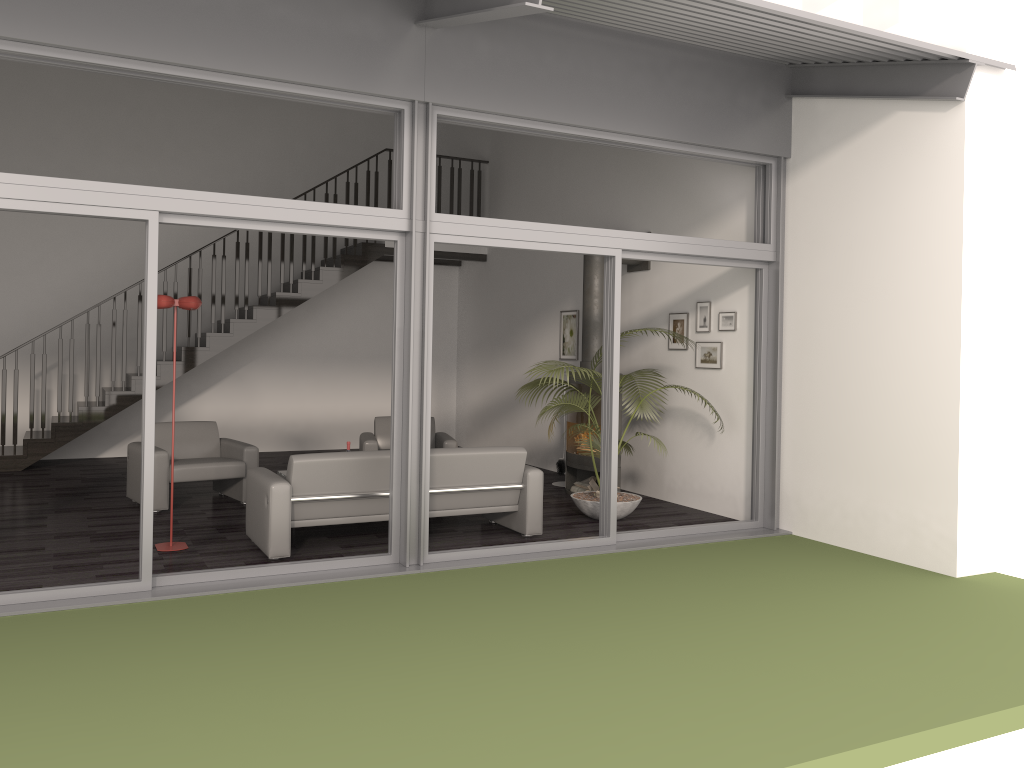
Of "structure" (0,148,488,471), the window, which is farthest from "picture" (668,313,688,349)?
"structure" (0,148,488,471)

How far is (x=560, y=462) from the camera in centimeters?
952cm

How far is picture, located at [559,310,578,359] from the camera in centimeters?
1024cm

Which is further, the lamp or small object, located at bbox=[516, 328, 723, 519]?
small object, located at bbox=[516, 328, 723, 519]

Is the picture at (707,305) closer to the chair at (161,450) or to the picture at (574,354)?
the picture at (574,354)

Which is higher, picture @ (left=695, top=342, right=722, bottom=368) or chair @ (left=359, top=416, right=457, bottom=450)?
picture @ (left=695, top=342, right=722, bottom=368)

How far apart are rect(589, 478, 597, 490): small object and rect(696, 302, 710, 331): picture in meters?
1.9

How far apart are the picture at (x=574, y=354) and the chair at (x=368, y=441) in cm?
191

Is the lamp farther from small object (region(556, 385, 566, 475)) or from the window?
small object (region(556, 385, 566, 475))

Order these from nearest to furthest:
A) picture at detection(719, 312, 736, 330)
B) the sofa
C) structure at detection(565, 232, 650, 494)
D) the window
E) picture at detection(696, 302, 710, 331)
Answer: the window → the sofa → picture at detection(719, 312, 736, 330) → picture at detection(696, 302, 710, 331) → structure at detection(565, 232, 650, 494)
